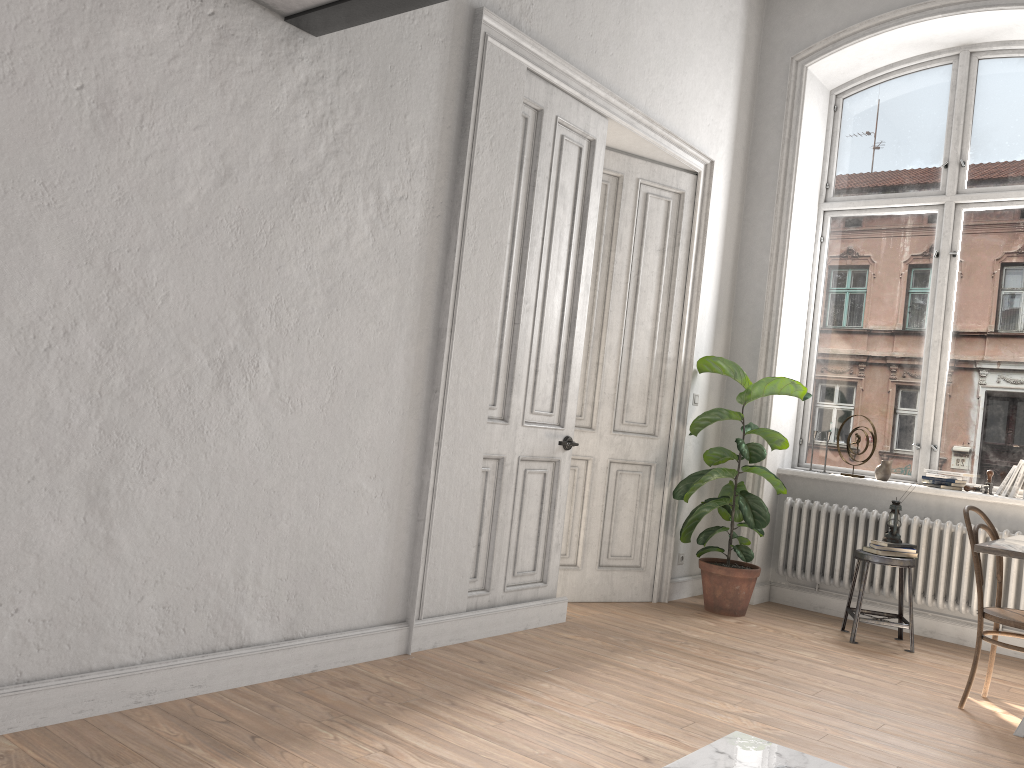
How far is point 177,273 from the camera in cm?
299

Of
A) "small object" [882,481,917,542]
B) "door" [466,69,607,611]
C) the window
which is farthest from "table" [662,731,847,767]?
the window

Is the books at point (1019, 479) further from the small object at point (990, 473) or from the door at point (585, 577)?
the door at point (585, 577)

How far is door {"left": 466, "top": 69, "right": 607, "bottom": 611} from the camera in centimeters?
444cm

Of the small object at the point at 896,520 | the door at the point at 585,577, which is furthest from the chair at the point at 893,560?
the door at the point at 585,577

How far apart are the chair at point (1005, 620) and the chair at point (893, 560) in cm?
88

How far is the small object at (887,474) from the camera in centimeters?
587cm

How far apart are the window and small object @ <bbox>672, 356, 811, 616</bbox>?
0.6m

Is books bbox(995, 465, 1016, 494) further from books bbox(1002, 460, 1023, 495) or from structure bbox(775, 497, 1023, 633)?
structure bbox(775, 497, 1023, 633)

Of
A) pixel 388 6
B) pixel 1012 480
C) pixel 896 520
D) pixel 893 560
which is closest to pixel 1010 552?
pixel 893 560
